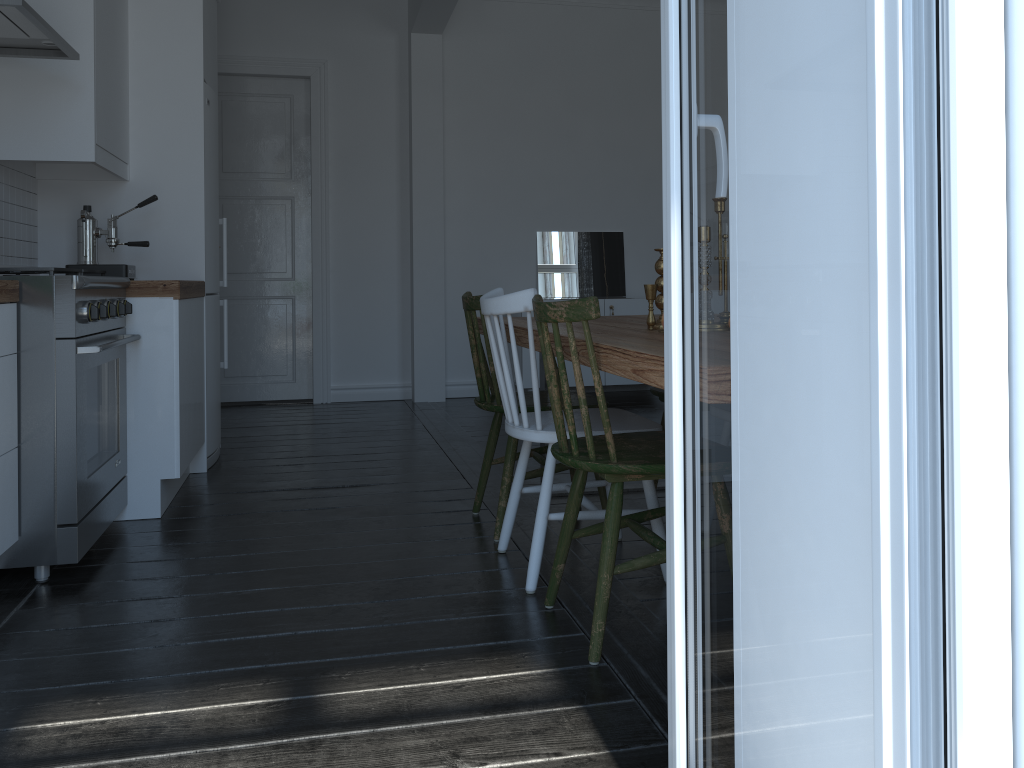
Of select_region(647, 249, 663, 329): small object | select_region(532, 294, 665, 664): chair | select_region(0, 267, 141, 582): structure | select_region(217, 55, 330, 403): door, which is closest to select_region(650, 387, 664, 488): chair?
select_region(647, 249, 663, 329): small object

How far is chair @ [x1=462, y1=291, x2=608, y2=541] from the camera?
3.00m

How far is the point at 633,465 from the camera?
2.0m

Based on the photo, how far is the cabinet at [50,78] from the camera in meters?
3.2 m

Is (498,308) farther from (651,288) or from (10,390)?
(10,390)

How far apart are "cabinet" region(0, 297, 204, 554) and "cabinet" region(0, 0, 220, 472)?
0.11m

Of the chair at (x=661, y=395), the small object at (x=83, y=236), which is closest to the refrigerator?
the small object at (x=83, y=236)

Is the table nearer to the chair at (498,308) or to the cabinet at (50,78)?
the chair at (498,308)

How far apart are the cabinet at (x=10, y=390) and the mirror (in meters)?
3.19

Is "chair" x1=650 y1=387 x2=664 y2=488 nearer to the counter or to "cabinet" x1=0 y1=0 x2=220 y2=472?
the counter
